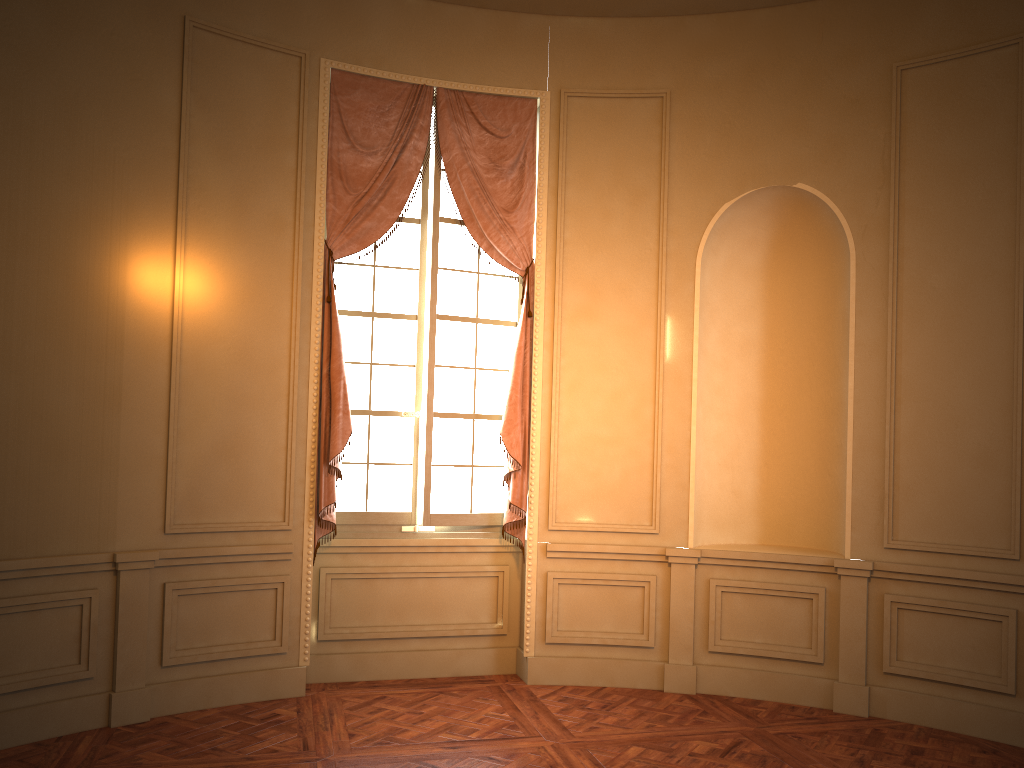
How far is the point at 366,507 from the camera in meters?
5.6 m

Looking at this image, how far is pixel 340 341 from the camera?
5.21m

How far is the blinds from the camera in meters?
5.2

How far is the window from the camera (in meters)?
5.58

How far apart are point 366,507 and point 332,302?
1.3m

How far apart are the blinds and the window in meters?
0.1

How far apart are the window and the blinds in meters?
0.1

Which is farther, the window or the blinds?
the window

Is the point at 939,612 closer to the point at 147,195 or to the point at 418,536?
the point at 418,536

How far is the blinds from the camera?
5.23m
